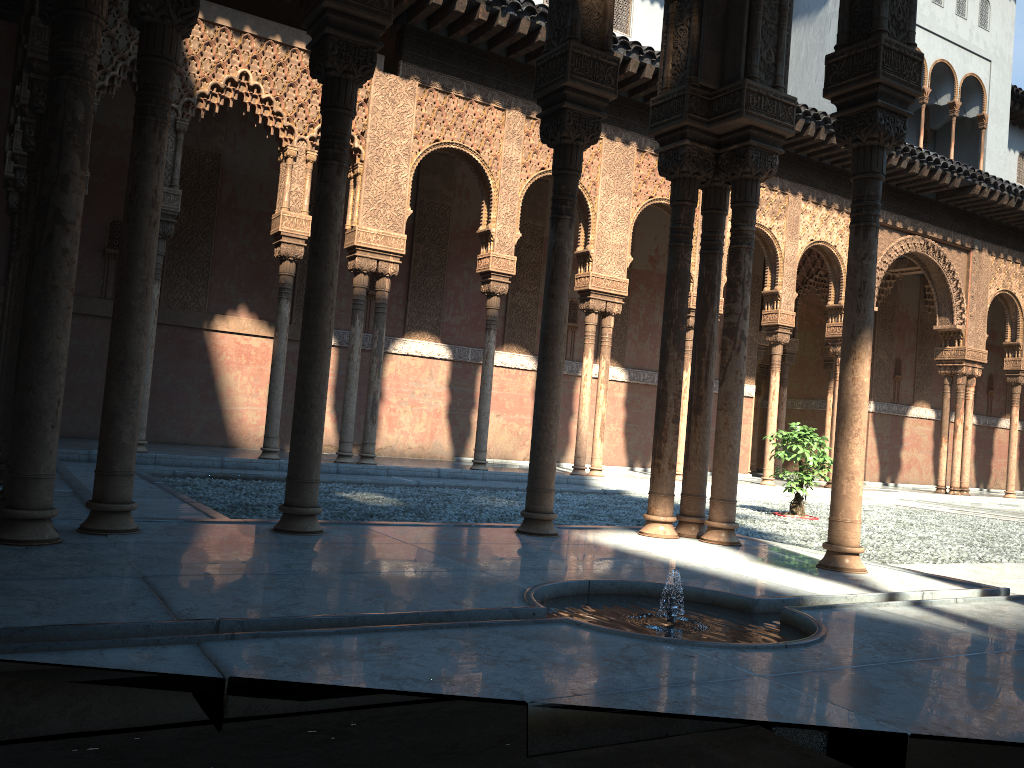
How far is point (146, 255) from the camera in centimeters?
456cm
